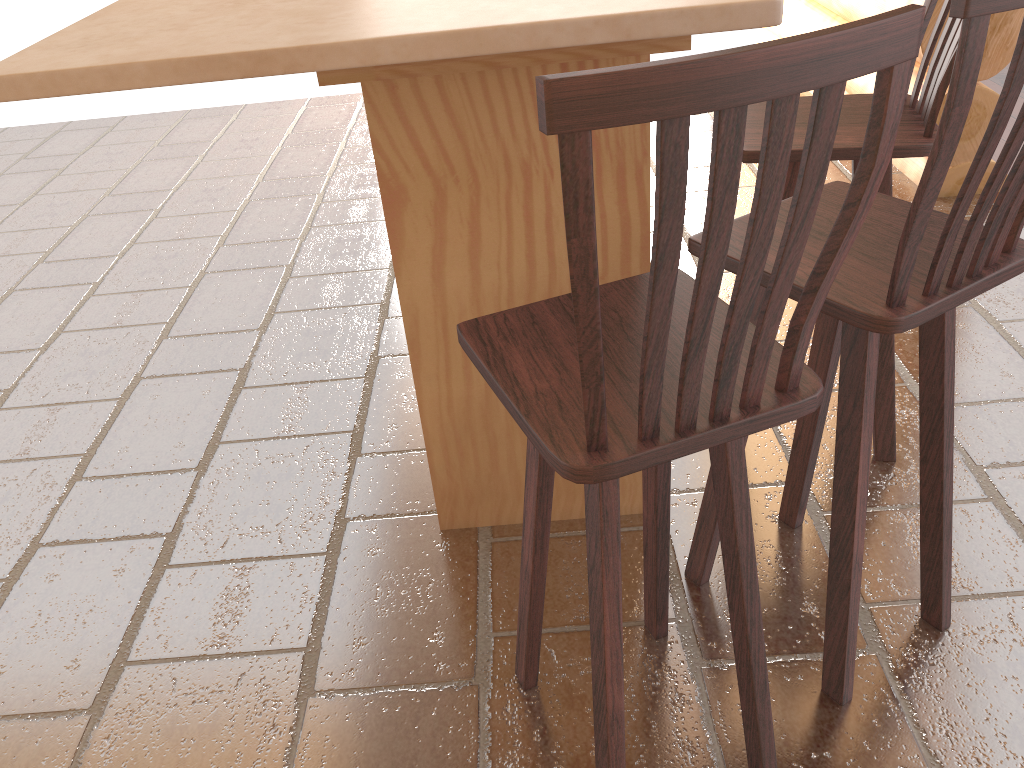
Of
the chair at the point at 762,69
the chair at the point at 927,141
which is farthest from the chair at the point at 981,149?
the chair at the point at 927,141

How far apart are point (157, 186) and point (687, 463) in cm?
354

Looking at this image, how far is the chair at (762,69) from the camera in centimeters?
79cm

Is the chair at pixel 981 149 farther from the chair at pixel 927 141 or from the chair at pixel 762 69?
the chair at pixel 927 141

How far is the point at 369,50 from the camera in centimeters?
128cm

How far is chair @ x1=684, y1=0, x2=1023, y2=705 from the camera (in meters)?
1.15

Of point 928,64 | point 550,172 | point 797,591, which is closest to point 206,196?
point 550,172

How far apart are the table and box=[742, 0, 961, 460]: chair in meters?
0.3

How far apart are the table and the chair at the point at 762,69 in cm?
37

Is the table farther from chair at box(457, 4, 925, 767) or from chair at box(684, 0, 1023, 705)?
chair at box(457, 4, 925, 767)
